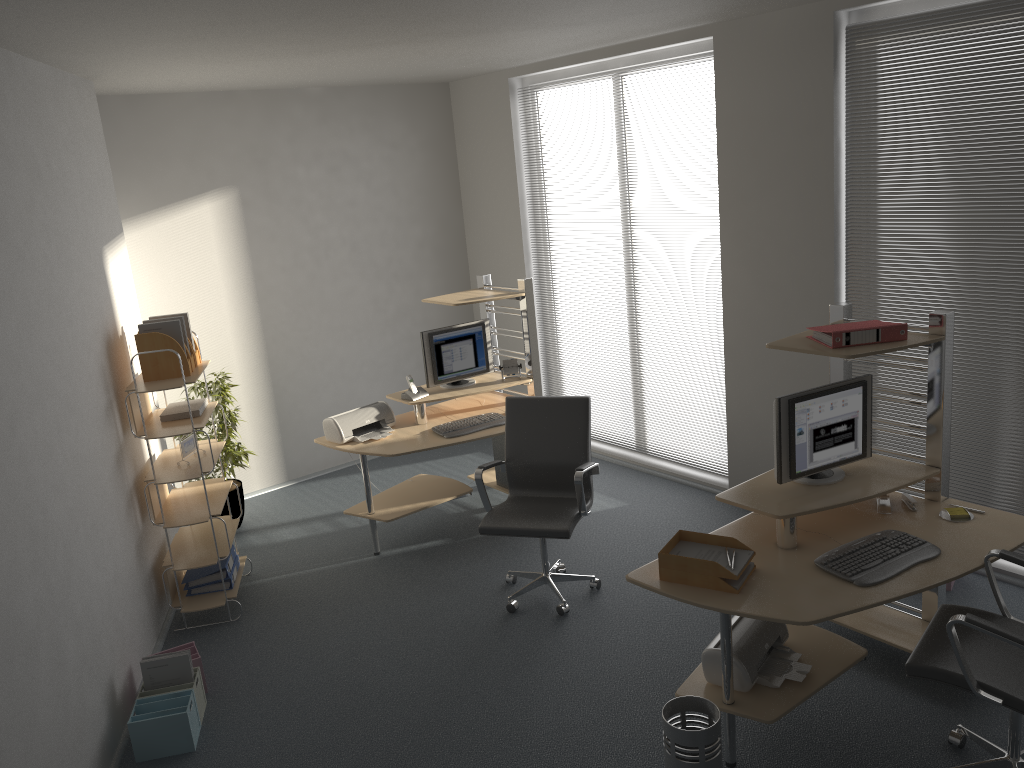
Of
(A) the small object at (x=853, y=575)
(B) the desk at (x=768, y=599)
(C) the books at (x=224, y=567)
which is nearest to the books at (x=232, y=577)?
(C) the books at (x=224, y=567)

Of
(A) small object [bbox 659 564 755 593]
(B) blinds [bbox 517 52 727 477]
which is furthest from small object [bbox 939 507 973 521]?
(B) blinds [bbox 517 52 727 477]

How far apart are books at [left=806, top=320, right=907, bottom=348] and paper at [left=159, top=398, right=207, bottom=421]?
3.2 meters

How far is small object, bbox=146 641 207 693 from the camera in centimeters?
422cm

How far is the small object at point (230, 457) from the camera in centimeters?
609cm

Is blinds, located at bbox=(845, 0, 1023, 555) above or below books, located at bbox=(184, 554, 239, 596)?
above

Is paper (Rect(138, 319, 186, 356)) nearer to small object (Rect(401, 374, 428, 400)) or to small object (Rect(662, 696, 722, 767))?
small object (Rect(401, 374, 428, 400))

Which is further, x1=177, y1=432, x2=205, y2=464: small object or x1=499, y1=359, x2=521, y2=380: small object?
x1=499, y1=359, x2=521, y2=380: small object

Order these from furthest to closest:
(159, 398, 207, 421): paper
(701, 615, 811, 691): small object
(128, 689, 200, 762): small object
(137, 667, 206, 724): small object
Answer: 1. (159, 398, 207, 421): paper
2. (137, 667, 206, 724): small object
3. (128, 689, 200, 762): small object
4. (701, 615, 811, 691): small object

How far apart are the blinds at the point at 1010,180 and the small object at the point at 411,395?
2.7m
